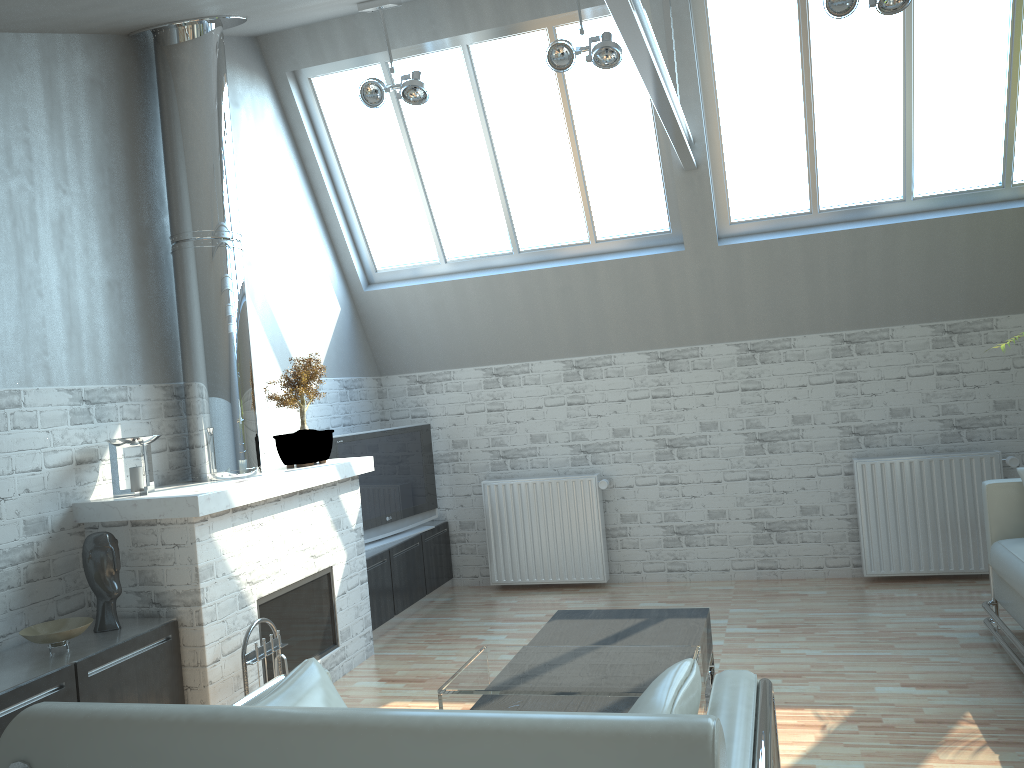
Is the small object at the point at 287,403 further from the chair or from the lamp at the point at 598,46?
the chair

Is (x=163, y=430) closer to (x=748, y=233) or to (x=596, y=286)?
(x=596, y=286)

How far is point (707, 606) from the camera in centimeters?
1108cm

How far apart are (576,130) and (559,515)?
5.3 meters

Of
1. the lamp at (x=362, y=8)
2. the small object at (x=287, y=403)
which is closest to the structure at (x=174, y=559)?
the small object at (x=287, y=403)

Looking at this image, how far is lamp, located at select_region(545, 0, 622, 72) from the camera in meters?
9.3

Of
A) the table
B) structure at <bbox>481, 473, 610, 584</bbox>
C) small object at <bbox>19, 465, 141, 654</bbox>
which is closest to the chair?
the table

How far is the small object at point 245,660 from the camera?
7.5 meters

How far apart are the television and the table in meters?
4.7 m

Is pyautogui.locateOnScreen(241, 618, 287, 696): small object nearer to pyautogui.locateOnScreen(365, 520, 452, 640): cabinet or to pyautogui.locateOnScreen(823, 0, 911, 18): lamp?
pyautogui.locateOnScreen(365, 520, 452, 640): cabinet
